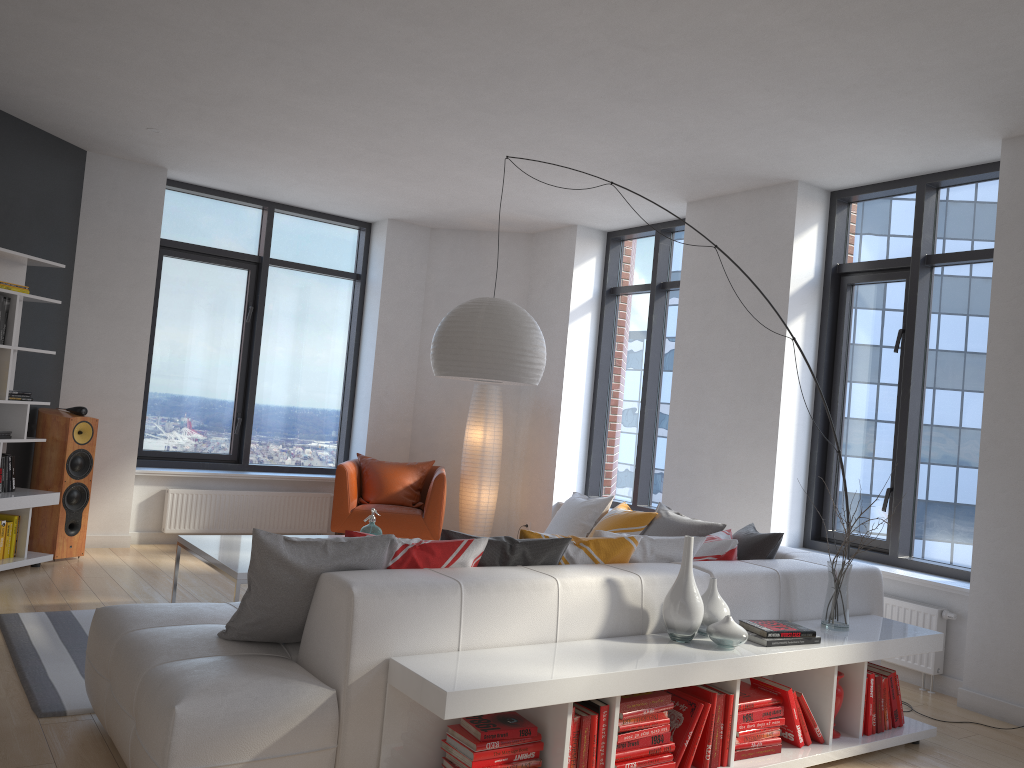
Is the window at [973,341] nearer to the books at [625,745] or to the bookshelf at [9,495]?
the books at [625,745]

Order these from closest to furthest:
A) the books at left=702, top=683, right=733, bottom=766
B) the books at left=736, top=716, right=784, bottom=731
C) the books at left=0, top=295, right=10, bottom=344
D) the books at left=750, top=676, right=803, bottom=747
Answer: the books at left=702, top=683, right=733, bottom=766
the books at left=736, top=716, right=784, bottom=731
the books at left=750, top=676, right=803, bottom=747
the books at left=0, top=295, right=10, bottom=344

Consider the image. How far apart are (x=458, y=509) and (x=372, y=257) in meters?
2.5

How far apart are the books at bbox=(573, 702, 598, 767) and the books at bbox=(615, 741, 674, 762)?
0.1m

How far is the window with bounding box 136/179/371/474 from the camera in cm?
753

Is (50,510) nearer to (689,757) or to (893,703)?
(689,757)

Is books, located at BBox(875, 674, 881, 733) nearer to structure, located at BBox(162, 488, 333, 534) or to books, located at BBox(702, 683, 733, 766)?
books, located at BBox(702, 683, 733, 766)

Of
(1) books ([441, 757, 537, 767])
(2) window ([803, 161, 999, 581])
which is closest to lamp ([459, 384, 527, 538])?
(2) window ([803, 161, 999, 581])

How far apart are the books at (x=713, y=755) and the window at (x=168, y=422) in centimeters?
552cm

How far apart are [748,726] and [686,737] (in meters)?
0.35
